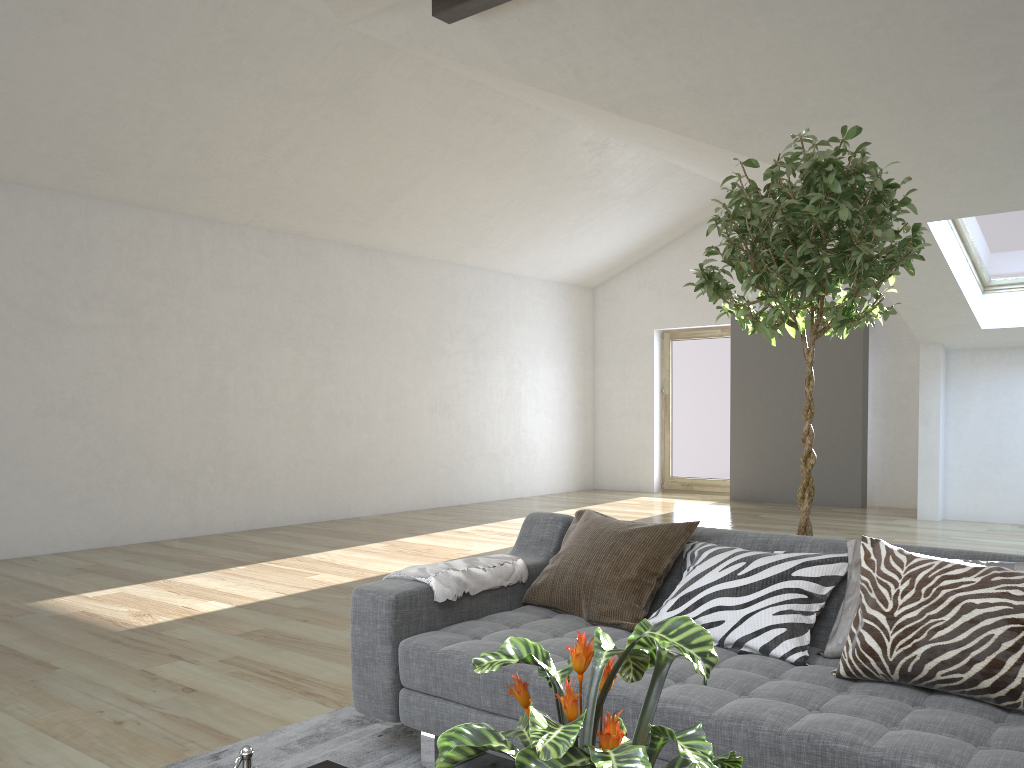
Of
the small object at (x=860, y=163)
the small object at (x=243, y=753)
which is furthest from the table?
the small object at (x=860, y=163)

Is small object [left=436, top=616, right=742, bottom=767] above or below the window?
below

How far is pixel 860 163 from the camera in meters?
2.7 m

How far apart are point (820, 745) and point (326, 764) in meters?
1.0

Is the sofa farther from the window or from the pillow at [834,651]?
the window

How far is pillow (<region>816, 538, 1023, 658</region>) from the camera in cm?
235

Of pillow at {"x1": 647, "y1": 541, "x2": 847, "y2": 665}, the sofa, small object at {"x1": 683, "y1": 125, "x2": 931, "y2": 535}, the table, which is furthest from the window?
the table

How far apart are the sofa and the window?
5.40m

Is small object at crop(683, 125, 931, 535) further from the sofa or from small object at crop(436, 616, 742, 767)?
small object at crop(436, 616, 742, 767)

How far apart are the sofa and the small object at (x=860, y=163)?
0.4 meters
